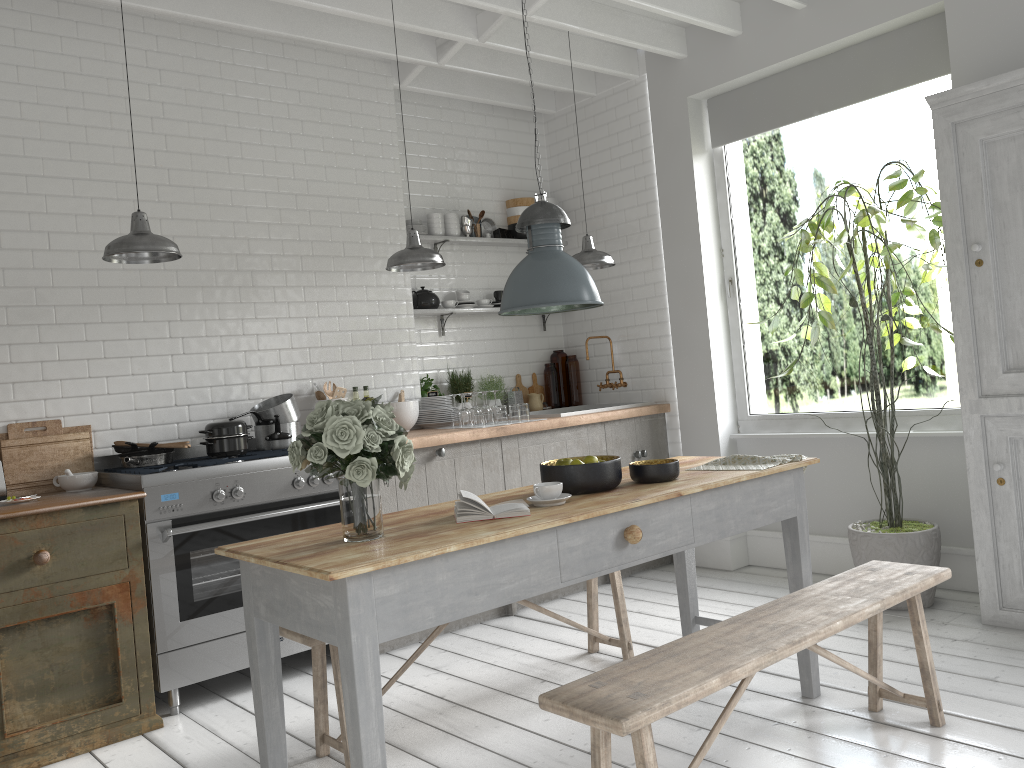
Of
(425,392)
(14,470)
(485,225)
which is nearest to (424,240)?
(485,225)

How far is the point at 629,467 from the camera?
4.0m

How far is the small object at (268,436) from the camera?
5.75m

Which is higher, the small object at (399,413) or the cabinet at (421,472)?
the small object at (399,413)

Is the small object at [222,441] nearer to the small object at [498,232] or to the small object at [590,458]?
the small object at [590,458]

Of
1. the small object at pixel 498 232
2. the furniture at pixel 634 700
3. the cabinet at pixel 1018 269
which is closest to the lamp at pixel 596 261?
the small object at pixel 498 232

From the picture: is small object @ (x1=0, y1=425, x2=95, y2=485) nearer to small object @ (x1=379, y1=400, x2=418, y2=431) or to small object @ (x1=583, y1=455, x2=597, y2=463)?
small object @ (x1=379, y1=400, x2=418, y2=431)

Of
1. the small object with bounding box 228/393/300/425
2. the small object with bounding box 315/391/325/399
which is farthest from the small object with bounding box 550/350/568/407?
the small object with bounding box 228/393/300/425

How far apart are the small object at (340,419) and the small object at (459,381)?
1.0 meters

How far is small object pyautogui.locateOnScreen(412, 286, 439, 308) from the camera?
7.1m
